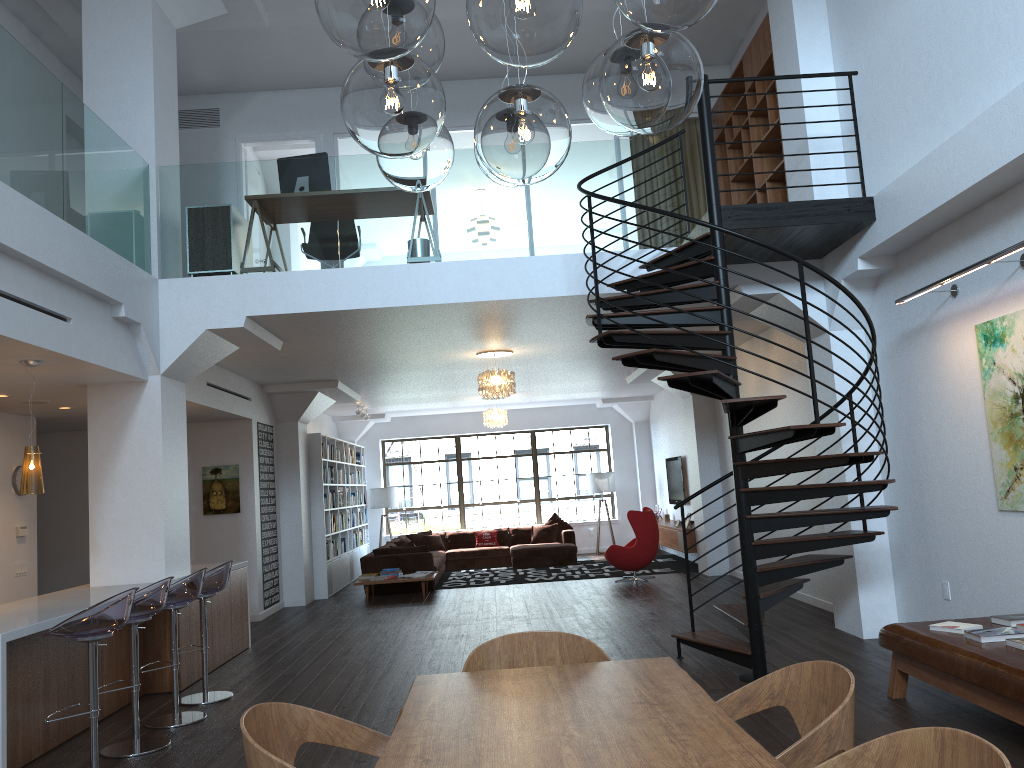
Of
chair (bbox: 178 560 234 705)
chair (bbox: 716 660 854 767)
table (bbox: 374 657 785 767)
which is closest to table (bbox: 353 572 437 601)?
chair (bbox: 178 560 234 705)

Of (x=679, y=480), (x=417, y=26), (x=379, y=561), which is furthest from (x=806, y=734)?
(x=679, y=480)

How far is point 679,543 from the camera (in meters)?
Answer: 13.42

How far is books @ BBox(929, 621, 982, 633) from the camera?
4.91m

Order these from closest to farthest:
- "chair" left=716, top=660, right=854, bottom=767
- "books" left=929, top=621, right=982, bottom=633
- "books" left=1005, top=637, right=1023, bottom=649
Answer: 1. "chair" left=716, top=660, right=854, bottom=767
2. "books" left=1005, top=637, right=1023, bottom=649
3. "books" left=929, top=621, right=982, bottom=633

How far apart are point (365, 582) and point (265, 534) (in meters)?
1.55

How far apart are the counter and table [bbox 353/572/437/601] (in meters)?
3.39

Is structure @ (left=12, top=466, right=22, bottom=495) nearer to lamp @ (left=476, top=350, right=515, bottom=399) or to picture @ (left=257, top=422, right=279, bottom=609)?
picture @ (left=257, top=422, right=279, bottom=609)

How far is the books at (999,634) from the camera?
4.6 meters

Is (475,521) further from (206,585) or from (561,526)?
(206,585)
